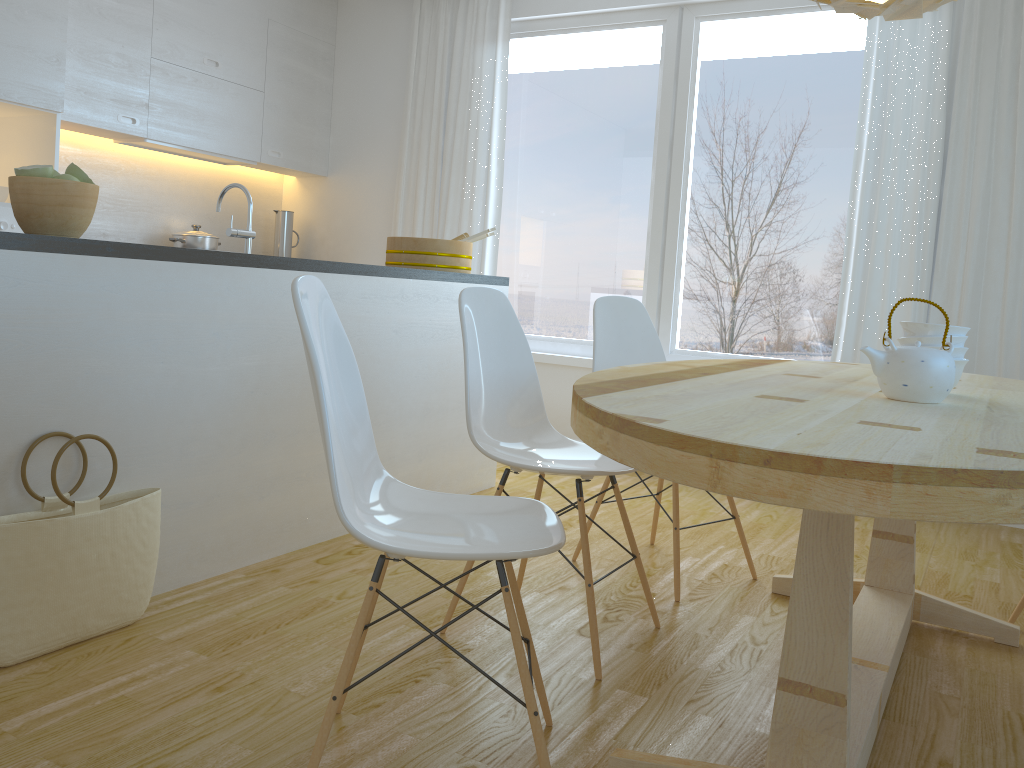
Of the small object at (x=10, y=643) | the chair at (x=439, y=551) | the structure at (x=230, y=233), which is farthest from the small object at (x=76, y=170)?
the chair at (x=439, y=551)

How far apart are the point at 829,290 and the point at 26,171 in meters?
3.5 m

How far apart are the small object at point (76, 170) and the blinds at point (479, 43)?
3.0 meters

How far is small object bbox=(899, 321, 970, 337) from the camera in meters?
2.0

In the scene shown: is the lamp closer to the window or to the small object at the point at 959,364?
the small object at the point at 959,364

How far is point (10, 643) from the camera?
1.9 meters

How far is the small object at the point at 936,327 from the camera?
2.0 meters

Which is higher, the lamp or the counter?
the lamp

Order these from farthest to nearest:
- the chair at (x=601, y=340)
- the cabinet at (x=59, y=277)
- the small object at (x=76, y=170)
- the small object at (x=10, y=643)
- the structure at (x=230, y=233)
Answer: the chair at (x=601, y=340) → the structure at (x=230, y=233) → the small object at (x=76, y=170) → the cabinet at (x=59, y=277) → the small object at (x=10, y=643)

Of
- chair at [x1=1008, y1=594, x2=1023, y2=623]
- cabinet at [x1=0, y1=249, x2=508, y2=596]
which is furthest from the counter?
chair at [x1=1008, y1=594, x2=1023, y2=623]
